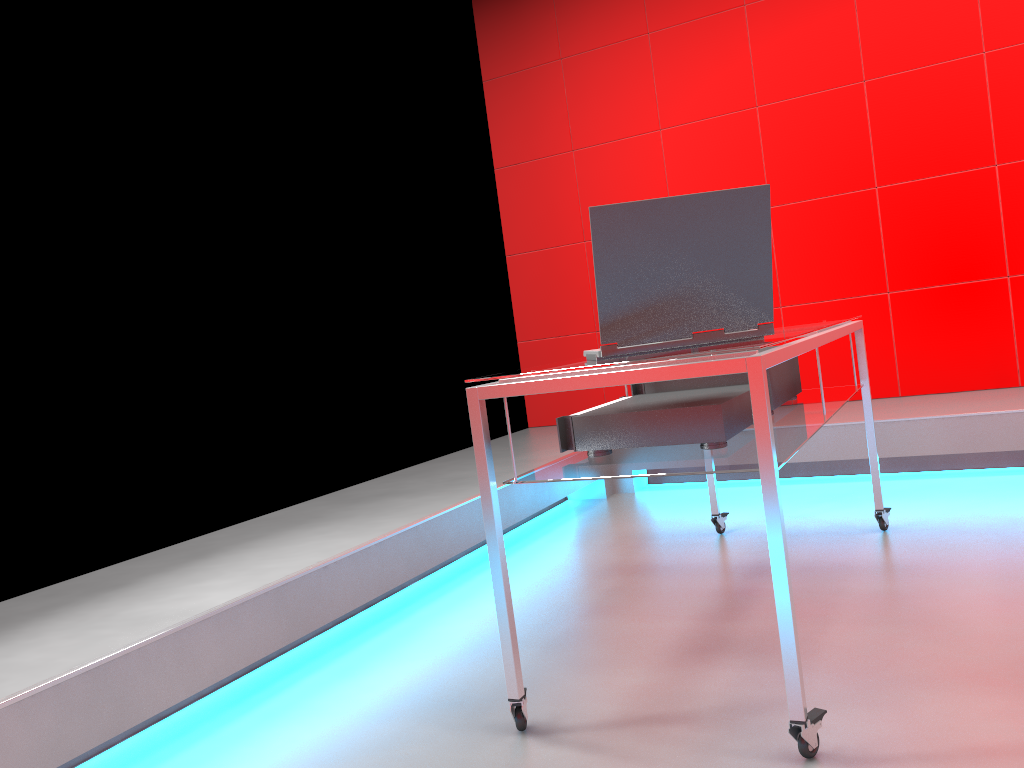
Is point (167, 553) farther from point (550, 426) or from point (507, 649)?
point (550, 426)

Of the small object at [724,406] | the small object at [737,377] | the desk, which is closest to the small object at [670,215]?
the desk

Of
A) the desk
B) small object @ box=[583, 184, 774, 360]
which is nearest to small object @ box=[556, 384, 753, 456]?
the desk

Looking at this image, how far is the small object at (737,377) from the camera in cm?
224

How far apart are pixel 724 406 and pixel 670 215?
0.4 meters

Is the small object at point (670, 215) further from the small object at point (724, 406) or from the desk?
the small object at point (724, 406)

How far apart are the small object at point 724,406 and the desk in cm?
2

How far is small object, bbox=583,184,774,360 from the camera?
1.6 meters

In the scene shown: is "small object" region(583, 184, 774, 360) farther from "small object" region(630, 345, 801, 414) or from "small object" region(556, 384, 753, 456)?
"small object" region(630, 345, 801, 414)

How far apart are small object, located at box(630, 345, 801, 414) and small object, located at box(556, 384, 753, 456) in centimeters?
15cm
